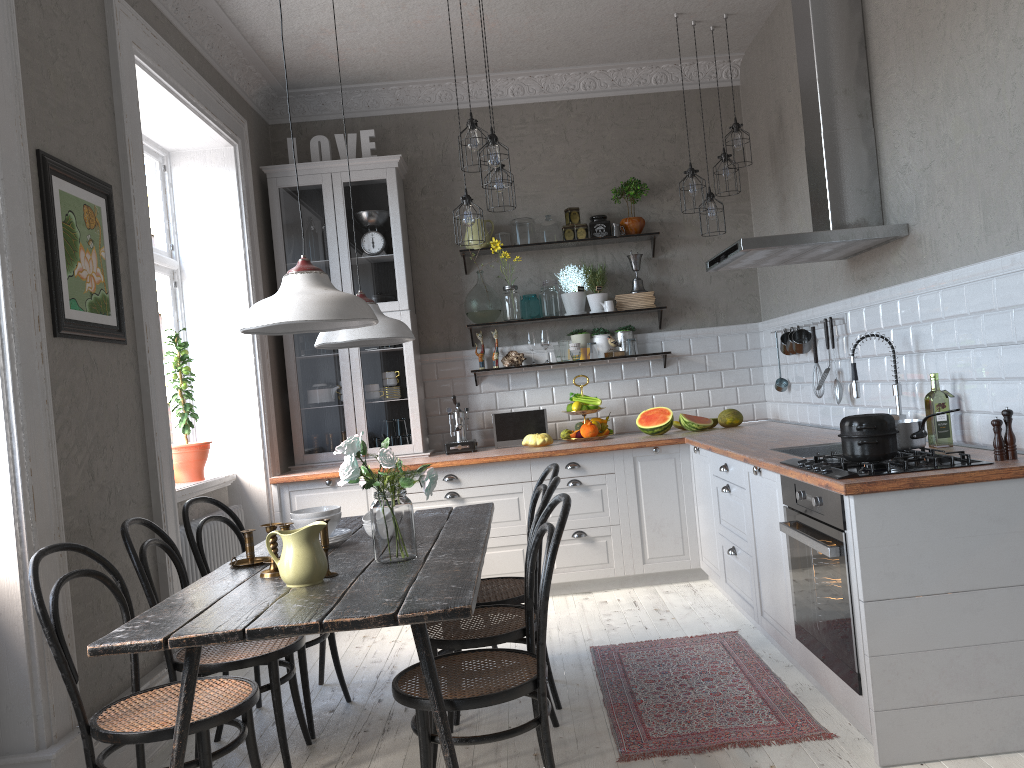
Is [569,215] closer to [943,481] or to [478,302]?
[478,302]

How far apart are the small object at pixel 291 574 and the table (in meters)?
0.02

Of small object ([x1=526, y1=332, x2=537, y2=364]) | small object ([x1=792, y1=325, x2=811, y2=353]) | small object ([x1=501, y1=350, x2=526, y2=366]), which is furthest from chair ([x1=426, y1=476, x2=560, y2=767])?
small object ([x1=526, y1=332, x2=537, y2=364])

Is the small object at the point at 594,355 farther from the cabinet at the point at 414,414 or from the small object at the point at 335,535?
the small object at the point at 335,535

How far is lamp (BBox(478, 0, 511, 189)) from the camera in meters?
4.2 m

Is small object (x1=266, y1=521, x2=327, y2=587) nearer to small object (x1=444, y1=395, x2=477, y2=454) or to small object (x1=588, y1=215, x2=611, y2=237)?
small object (x1=444, y1=395, x2=477, y2=454)

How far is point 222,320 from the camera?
5.15m

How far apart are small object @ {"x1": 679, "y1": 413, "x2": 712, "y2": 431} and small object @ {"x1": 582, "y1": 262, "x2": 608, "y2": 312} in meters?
0.9

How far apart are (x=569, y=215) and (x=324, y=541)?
3.6 meters

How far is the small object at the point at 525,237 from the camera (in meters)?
5.79
